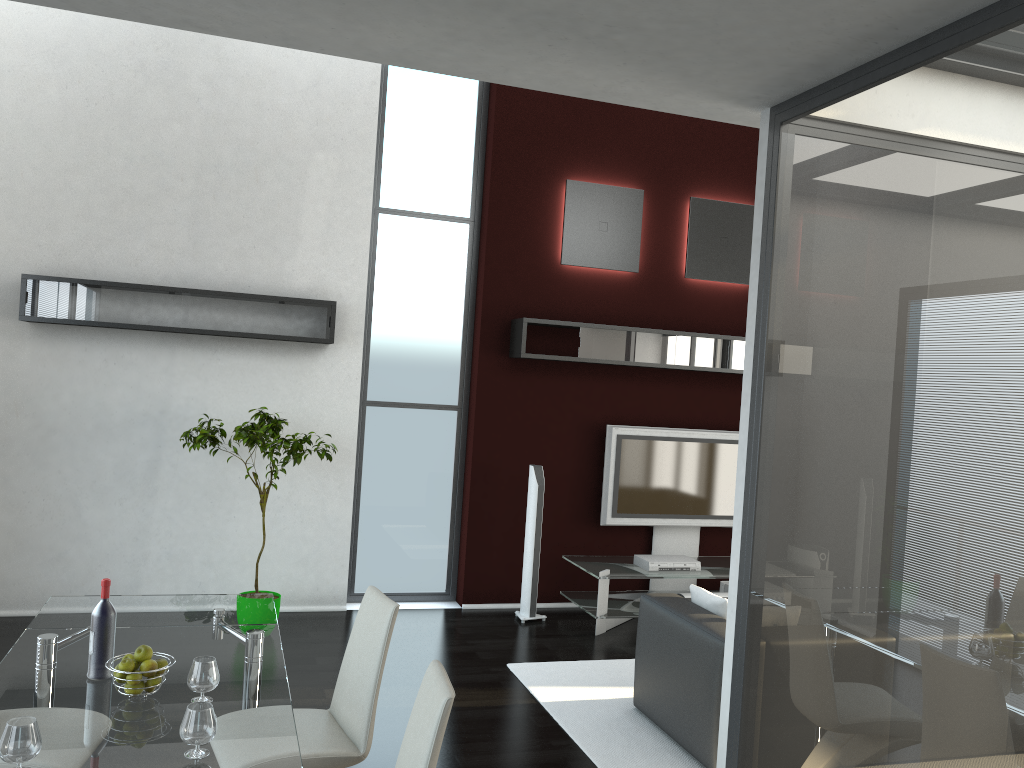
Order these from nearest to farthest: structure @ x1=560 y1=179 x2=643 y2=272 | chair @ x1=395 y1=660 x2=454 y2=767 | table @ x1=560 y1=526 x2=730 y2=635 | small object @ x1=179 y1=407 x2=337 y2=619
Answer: chair @ x1=395 y1=660 x2=454 y2=767, small object @ x1=179 y1=407 x2=337 y2=619, table @ x1=560 y1=526 x2=730 y2=635, structure @ x1=560 y1=179 x2=643 y2=272

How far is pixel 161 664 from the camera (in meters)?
2.81

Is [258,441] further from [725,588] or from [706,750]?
[725,588]

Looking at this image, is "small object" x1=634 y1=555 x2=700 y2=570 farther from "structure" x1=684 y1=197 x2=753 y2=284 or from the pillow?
"structure" x1=684 y1=197 x2=753 y2=284

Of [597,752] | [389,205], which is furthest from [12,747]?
[389,205]

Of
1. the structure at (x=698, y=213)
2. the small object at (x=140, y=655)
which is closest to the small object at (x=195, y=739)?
the small object at (x=140, y=655)

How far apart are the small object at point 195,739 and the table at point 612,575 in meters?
4.2 m

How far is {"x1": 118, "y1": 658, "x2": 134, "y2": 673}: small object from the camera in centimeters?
273cm

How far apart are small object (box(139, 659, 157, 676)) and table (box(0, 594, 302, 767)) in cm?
11

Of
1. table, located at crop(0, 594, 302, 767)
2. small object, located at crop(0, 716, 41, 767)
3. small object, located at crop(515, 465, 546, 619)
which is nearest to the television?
small object, located at crop(515, 465, 546, 619)
